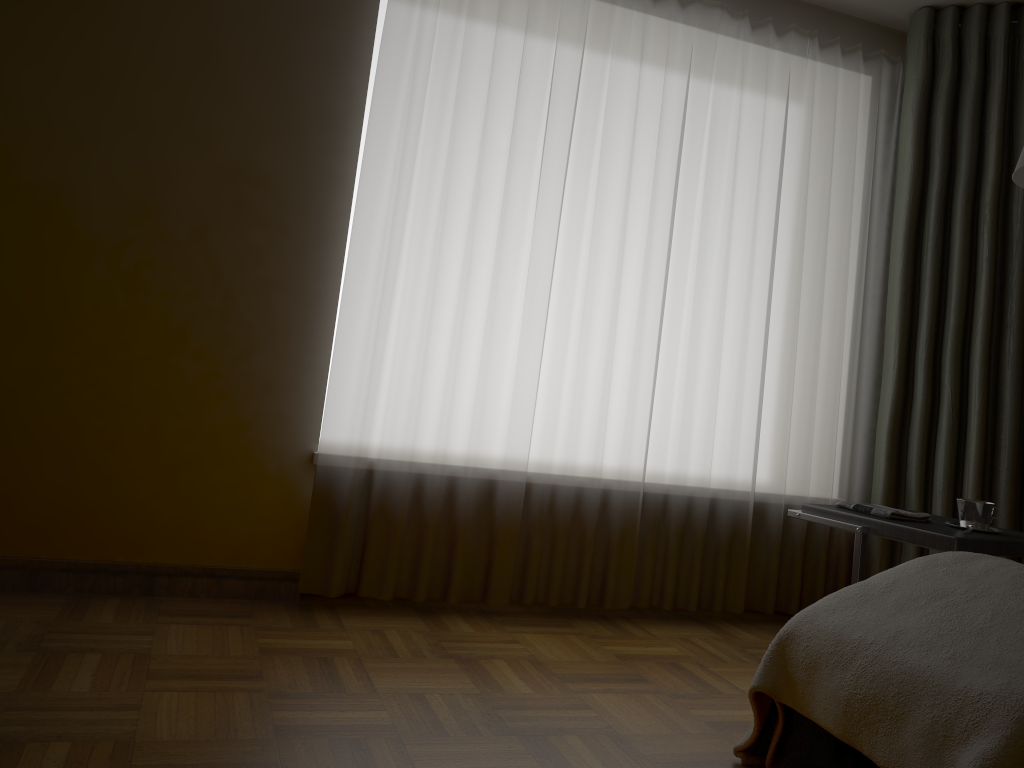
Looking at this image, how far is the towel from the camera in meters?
2.5 m

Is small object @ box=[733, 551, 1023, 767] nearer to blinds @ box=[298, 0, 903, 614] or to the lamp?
the lamp

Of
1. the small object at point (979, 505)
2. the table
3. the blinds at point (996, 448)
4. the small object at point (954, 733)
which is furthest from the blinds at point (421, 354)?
the small object at point (954, 733)

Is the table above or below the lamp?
below

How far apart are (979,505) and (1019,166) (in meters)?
0.95

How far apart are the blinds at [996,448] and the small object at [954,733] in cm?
144

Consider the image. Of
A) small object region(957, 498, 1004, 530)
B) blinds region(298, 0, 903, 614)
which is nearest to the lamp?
small object region(957, 498, 1004, 530)

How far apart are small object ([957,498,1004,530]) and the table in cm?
5

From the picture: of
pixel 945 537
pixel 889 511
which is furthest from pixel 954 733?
pixel 889 511

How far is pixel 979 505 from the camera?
2.5m
